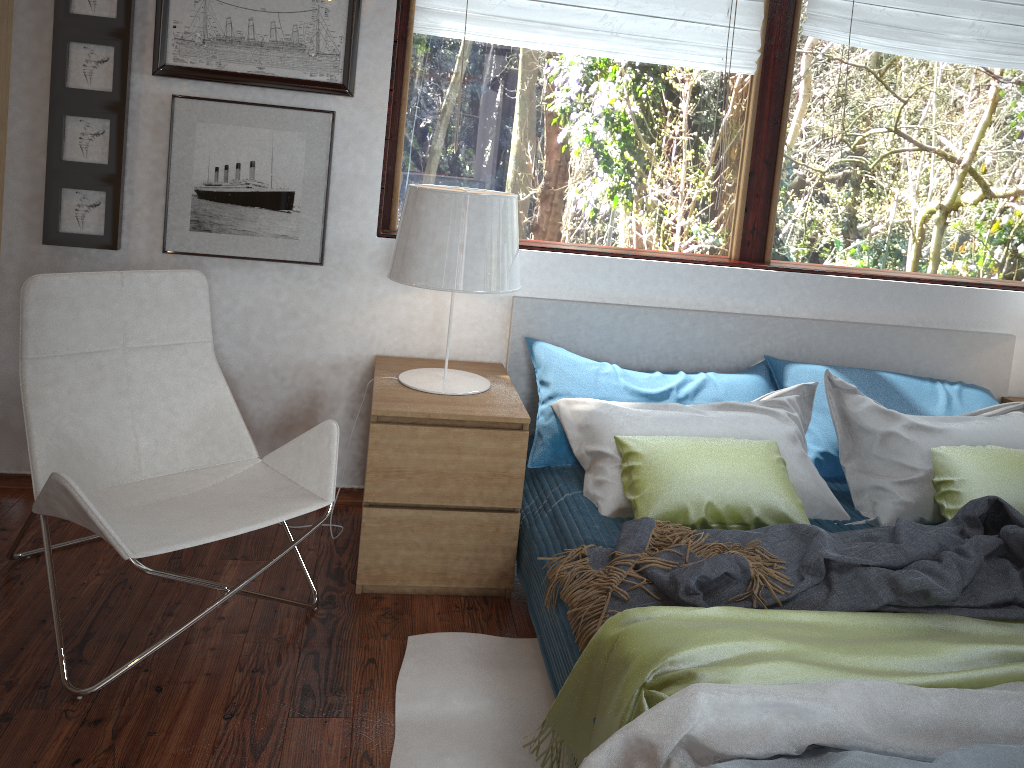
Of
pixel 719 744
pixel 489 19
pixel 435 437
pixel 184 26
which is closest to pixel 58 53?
pixel 184 26

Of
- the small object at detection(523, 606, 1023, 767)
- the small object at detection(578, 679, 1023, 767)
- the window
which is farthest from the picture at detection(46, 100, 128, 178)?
the small object at detection(578, 679, 1023, 767)

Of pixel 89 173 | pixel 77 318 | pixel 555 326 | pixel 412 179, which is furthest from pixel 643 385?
pixel 89 173

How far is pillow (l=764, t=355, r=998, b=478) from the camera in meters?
2.8 m

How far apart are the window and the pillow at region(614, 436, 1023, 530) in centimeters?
90cm

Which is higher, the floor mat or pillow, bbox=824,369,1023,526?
pillow, bbox=824,369,1023,526

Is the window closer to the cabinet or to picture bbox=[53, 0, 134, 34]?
picture bbox=[53, 0, 134, 34]

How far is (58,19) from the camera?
2.54m

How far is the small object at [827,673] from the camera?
1.6m

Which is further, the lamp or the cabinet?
the lamp
